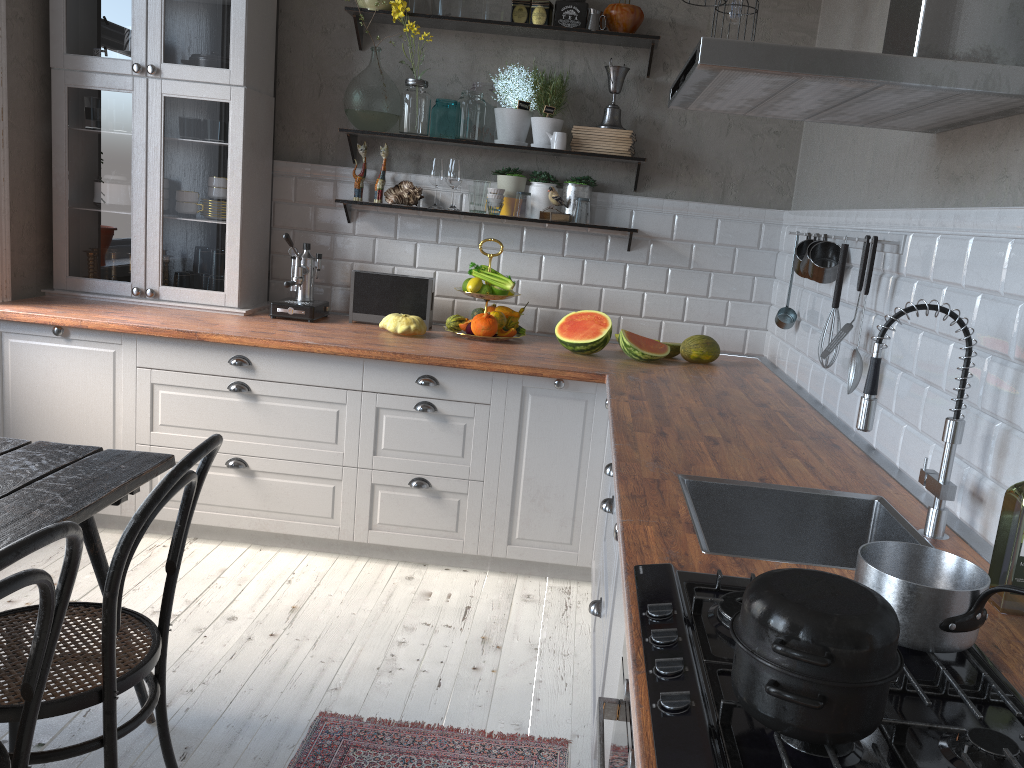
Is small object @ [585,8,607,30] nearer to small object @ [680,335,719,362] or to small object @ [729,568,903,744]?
small object @ [680,335,719,362]

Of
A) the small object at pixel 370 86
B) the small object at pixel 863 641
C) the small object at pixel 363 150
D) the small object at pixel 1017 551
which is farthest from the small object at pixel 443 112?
the small object at pixel 863 641

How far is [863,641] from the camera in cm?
90

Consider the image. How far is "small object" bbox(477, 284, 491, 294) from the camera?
3.71m

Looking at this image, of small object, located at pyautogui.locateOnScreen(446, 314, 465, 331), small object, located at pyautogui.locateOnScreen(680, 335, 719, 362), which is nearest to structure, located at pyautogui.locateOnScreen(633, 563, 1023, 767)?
small object, located at pyautogui.locateOnScreen(680, 335, 719, 362)

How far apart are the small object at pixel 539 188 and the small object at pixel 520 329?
0.5m

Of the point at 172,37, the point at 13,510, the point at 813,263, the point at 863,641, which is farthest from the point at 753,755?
the point at 172,37

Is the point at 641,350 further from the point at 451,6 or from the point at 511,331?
the point at 451,6

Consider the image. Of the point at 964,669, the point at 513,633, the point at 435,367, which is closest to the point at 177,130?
the point at 435,367

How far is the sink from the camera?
1.7 meters
